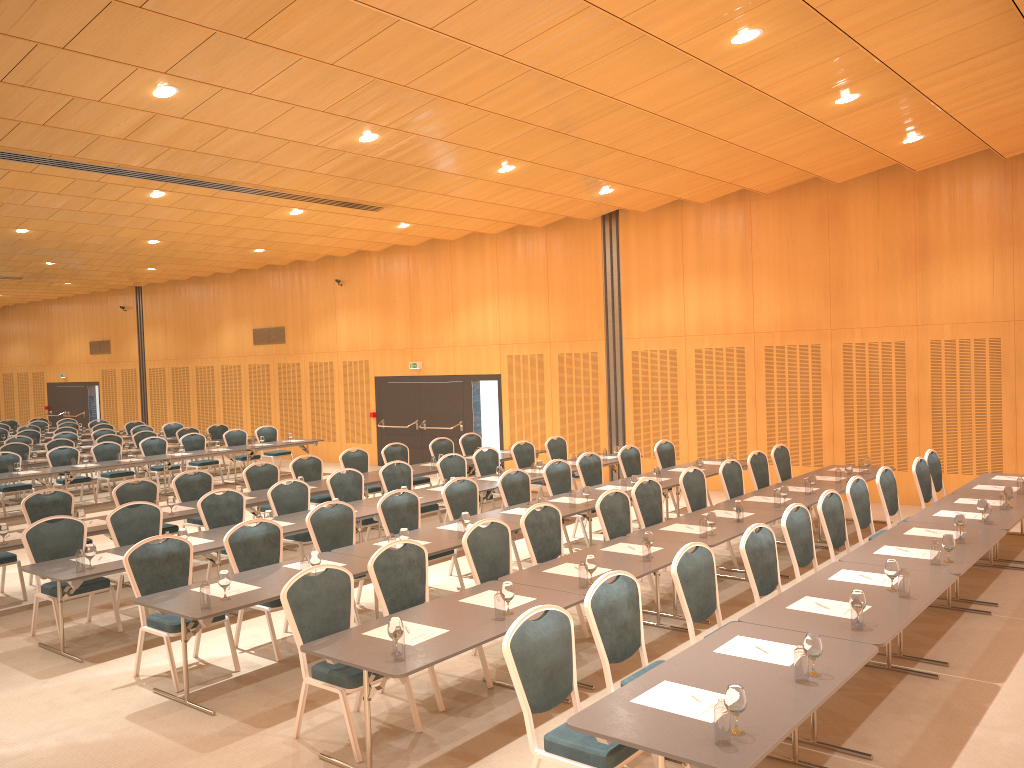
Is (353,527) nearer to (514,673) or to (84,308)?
(514,673)

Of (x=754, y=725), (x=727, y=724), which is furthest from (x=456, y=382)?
(x=727, y=724)

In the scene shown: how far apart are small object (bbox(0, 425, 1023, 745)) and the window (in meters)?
8.80

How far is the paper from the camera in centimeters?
432cm

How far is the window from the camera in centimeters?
1878cm

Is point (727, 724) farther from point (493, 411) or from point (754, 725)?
point (493, 411)

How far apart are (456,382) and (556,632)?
14.6 meters

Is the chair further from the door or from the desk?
the door

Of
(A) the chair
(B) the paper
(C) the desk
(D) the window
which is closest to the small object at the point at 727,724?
(C) the desk

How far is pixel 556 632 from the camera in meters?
4.9 m
